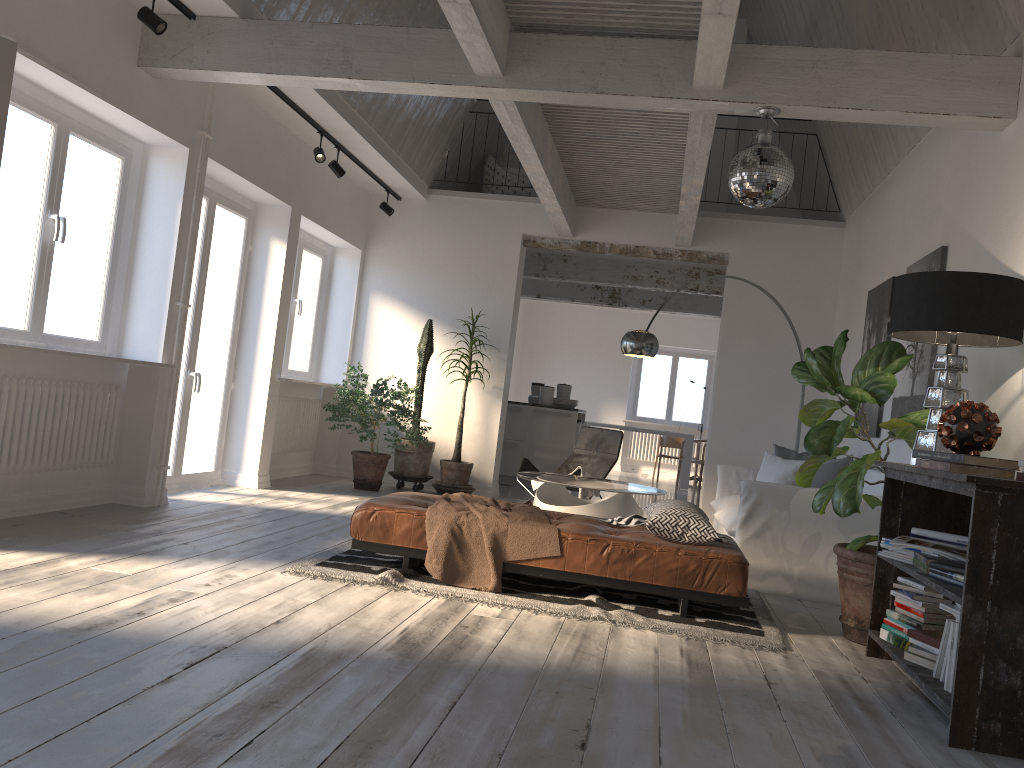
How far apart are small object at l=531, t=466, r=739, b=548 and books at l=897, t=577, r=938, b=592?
0.9m

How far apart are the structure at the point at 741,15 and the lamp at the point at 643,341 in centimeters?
518cm

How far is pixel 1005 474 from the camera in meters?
3.1 m

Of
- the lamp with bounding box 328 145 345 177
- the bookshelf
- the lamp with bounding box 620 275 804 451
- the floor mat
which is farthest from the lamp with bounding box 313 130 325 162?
the bookshelf

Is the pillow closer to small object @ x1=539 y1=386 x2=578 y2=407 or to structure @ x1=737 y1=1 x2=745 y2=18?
small object @ x1=539 y1=386 x2=578 y2=407

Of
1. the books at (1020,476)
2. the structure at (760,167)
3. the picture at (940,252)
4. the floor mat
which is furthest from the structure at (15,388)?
the picture at (940,252)

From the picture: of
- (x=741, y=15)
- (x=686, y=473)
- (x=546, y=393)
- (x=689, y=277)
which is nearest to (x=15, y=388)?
(x=546, y=393)

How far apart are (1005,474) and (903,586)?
0.9 meters

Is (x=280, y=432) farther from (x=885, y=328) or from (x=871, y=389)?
(x=871, y=389)

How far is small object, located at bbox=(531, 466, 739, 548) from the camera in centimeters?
443cm
